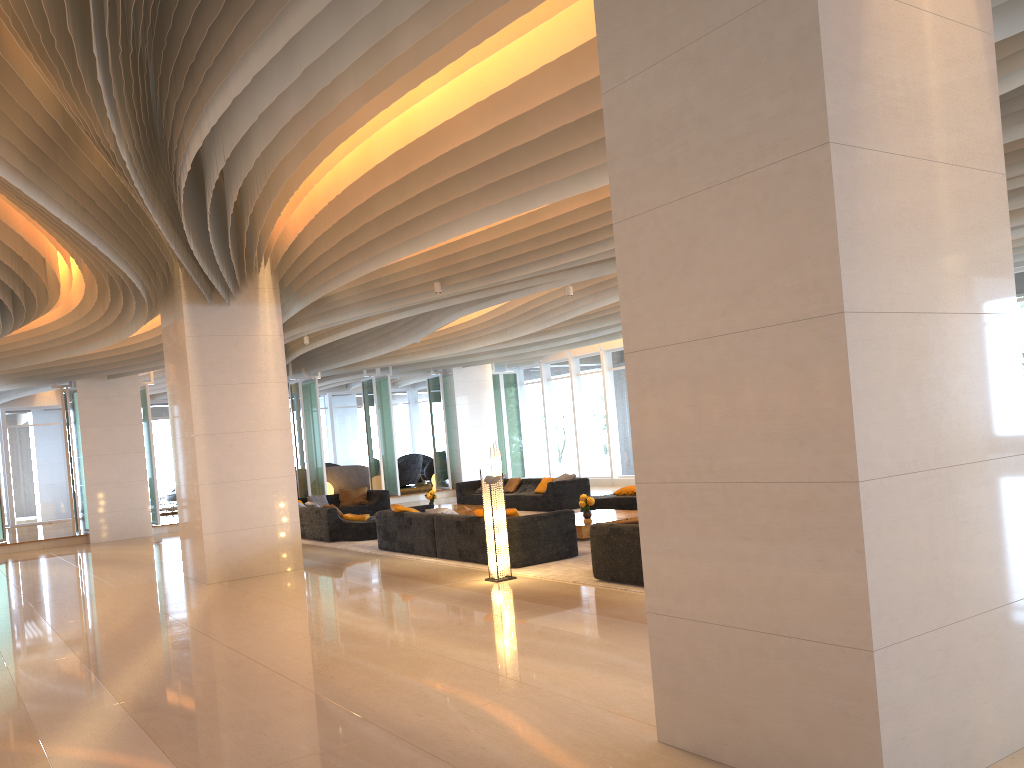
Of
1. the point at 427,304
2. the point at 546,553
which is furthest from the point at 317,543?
the point at 546,553

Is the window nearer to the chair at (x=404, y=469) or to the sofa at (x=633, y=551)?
the chair at (x=404, y=469)

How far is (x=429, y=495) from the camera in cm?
1741

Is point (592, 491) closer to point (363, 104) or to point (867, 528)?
point (363, 104)

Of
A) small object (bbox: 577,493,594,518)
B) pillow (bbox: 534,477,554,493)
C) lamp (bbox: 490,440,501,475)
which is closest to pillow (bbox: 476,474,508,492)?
lamp (bbox: 490,440,501,475)

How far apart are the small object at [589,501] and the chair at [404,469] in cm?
1476

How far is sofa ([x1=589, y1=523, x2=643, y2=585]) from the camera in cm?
828

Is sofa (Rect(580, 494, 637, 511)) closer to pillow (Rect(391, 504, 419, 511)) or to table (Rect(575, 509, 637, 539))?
table (Rect(575, 509, 637, 539))

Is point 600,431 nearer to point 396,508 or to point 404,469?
point 404,469

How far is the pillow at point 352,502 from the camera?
19.13m
